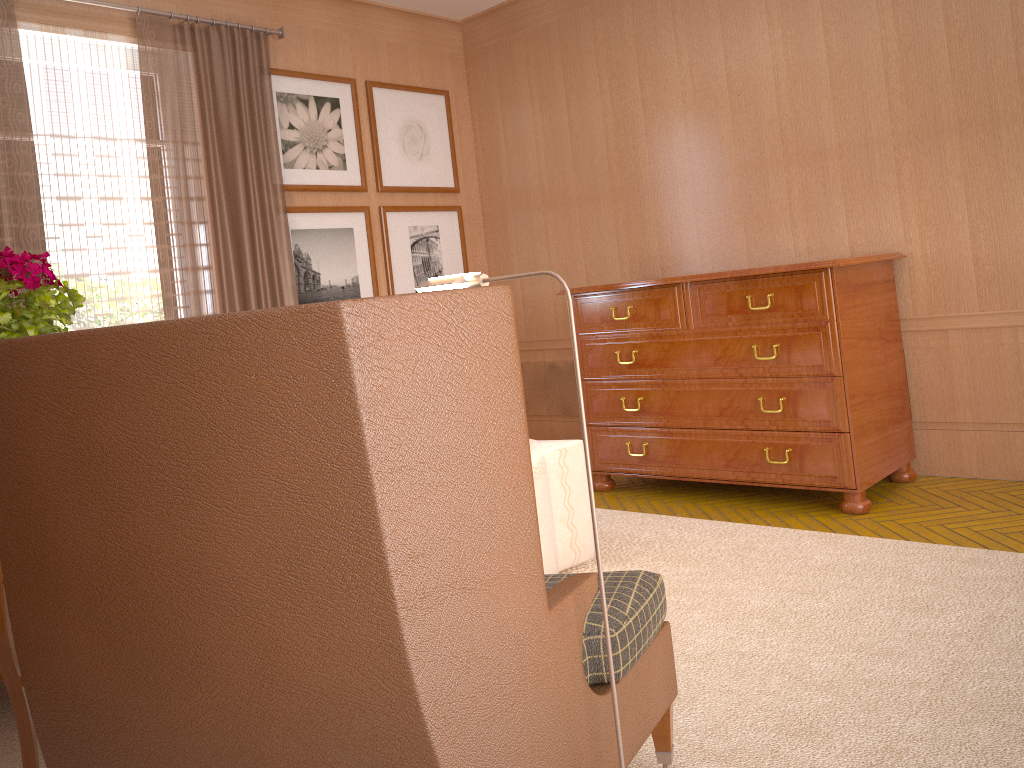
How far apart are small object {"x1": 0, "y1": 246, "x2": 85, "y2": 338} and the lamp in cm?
180

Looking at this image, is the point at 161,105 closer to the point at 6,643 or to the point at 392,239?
the point at 392,239

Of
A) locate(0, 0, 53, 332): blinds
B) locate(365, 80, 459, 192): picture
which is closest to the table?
locate(0, 0, 53, 332): blinds

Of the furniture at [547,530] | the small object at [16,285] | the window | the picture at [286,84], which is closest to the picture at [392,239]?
the picture at [286,84]

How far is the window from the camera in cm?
715

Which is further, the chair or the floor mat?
the floor mat

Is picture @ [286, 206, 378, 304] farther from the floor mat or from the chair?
the chair

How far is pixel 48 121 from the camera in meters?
7.2

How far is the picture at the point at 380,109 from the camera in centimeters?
961cm

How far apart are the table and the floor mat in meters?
0.7 m
